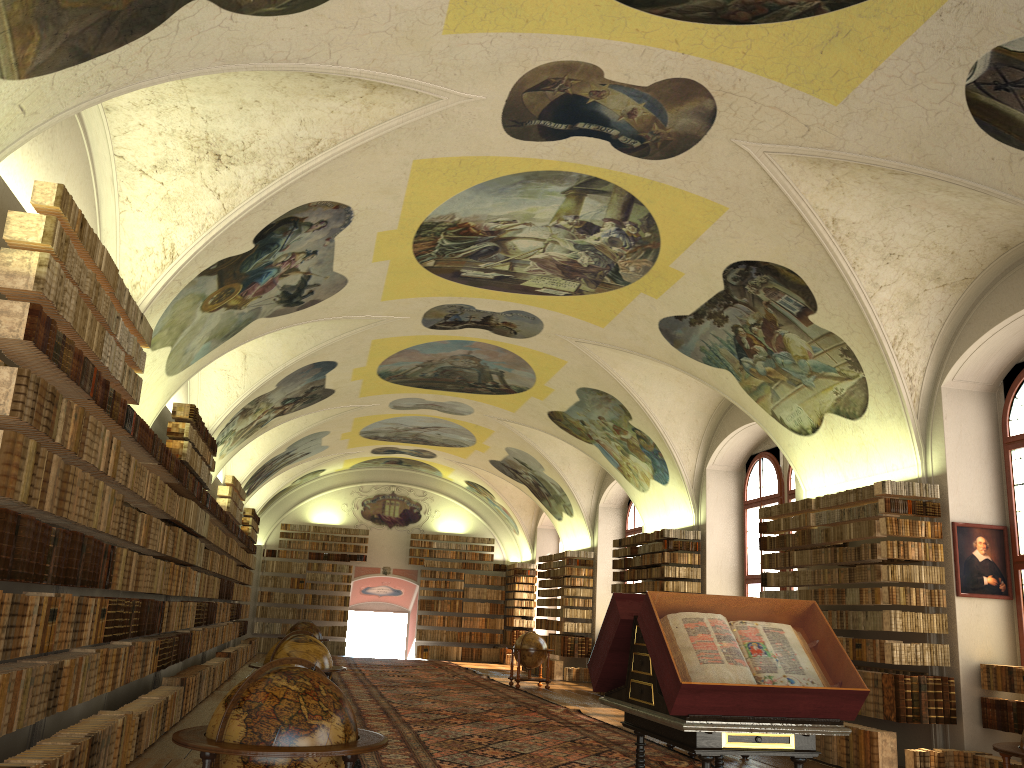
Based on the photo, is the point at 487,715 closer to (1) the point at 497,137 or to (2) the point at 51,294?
(1) the point at 497,137

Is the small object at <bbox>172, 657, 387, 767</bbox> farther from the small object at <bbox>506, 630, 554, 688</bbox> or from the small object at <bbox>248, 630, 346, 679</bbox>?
the small object at <bbox>506, 630, 554, 688</bbox>

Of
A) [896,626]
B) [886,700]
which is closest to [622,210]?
[896,626]

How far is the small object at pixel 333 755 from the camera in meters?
4.9

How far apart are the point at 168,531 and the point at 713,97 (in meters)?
9.52

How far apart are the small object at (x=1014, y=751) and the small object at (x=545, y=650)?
16.6m

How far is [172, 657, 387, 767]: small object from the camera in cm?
491

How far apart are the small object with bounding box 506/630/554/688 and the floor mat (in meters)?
0.45

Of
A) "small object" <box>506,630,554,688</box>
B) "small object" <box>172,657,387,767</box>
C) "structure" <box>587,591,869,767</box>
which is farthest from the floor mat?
"small object" <box>172,657,387,767</box>

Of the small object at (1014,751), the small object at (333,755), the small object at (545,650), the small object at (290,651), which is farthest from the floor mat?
the small object at (1014,751)
